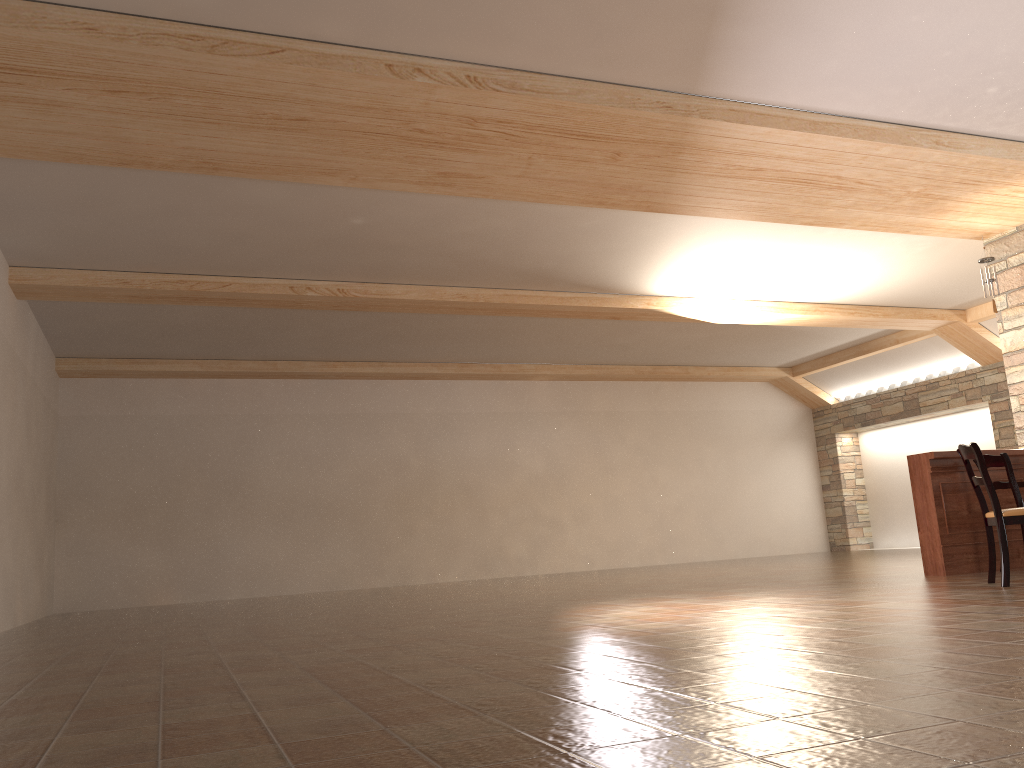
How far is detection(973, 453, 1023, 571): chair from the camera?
6.3 meters

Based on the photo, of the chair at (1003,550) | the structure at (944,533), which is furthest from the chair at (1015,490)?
the chair at (1003,550)

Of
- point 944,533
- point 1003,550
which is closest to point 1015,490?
point 944,533

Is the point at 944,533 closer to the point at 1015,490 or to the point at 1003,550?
the point at 1015,490

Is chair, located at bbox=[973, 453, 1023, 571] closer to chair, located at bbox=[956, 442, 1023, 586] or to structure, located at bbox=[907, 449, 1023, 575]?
structure, located at bbox=[907, 449, 1023, 575]

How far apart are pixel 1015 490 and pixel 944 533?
0.60m

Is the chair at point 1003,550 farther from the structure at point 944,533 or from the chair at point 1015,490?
the structure at point 944,533

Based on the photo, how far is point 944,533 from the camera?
6.6 meters

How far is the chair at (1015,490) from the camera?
6.3m

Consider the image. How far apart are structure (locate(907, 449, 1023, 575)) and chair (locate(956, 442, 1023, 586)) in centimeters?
105cm
